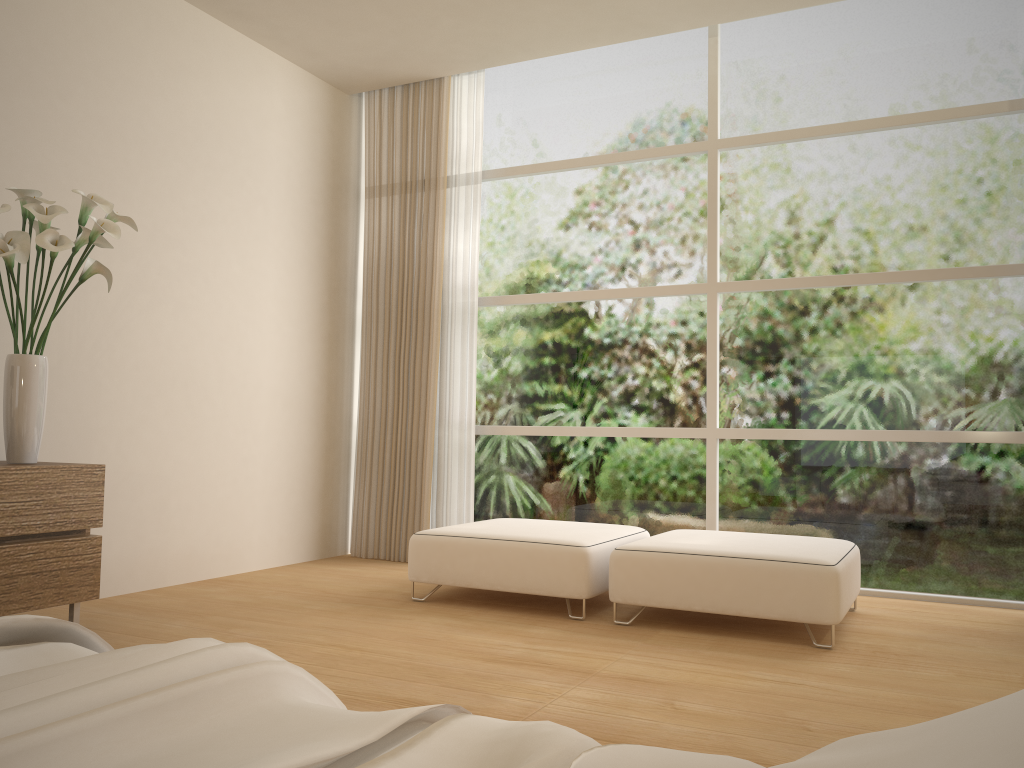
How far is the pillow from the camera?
0.39m

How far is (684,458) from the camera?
5.2m

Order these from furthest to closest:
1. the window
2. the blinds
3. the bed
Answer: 1. the blinds
2. the window
3. the bed

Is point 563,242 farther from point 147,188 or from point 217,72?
point 147,188

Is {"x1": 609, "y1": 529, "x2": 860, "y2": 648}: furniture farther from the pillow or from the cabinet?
the pillow

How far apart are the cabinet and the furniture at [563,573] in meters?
1.4 m

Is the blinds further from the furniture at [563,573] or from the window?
the furniture at [563,573]

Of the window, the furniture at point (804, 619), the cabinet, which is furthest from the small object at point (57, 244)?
the window

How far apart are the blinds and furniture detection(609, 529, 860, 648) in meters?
1.6

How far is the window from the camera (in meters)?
4.56
